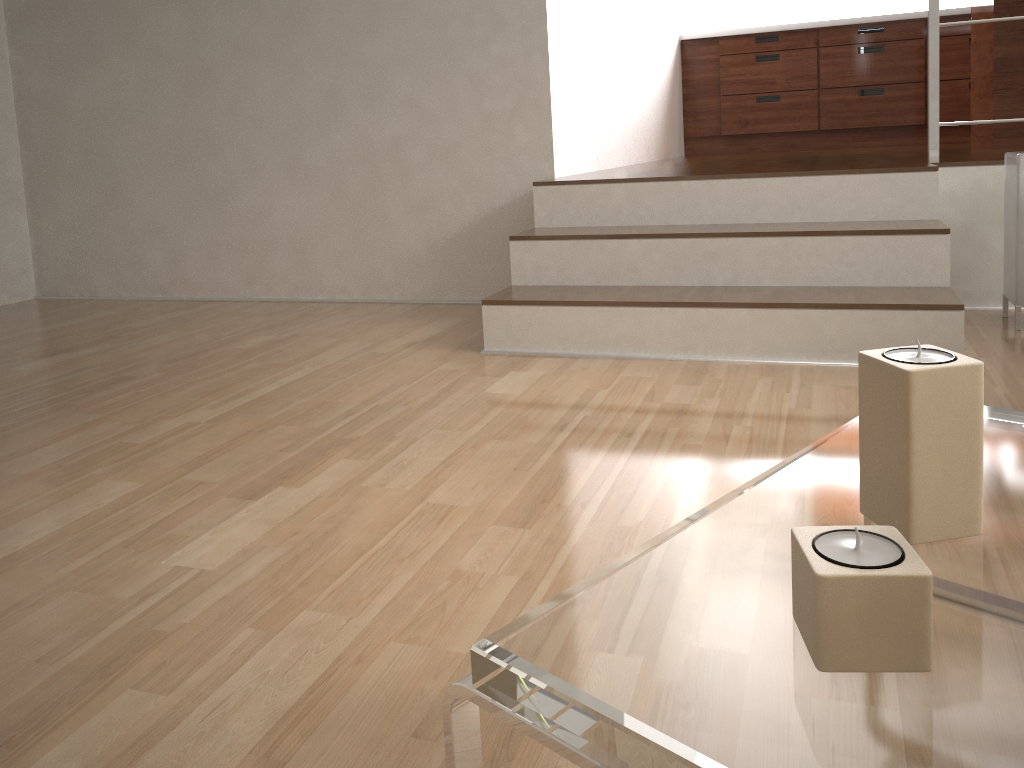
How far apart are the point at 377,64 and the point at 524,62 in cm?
56

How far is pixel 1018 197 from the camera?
2.3m

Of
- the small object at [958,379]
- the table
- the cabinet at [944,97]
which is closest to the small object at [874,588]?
the table

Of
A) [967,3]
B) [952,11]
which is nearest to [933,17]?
[952,11]

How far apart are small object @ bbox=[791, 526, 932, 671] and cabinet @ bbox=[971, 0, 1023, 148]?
3.7m

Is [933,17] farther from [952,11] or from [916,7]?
[916,7]

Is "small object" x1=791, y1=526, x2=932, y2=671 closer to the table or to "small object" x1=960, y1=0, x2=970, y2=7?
the table

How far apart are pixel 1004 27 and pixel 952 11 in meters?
1.7

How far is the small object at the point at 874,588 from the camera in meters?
0.5

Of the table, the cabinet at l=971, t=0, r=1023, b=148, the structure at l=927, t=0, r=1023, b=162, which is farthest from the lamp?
the table
